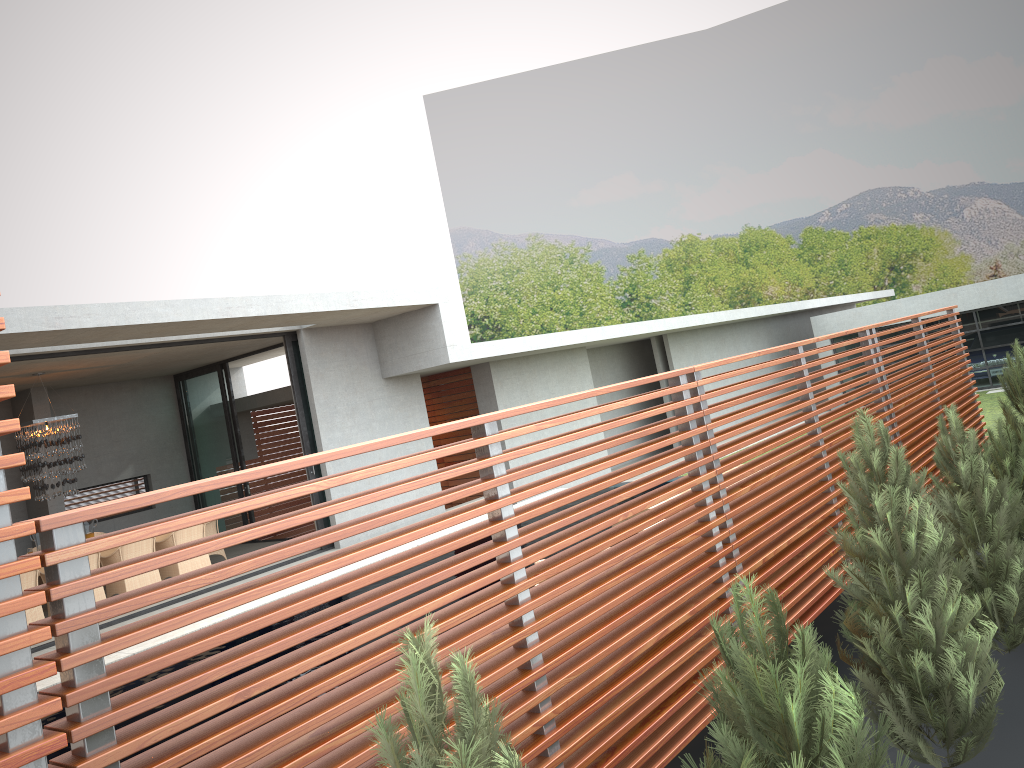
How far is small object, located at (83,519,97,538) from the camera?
26.68m

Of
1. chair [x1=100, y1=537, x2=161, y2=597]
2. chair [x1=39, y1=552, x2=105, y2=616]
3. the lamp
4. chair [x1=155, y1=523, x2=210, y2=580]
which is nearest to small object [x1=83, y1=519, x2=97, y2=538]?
the lamp

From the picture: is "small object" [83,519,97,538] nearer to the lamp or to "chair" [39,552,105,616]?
the lamp

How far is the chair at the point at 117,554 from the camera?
11.3m

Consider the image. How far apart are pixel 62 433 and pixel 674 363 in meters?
13.7 m

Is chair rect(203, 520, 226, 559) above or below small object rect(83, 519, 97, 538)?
above

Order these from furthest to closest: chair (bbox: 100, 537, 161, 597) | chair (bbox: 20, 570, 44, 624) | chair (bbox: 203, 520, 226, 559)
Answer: chair (bbox: 203, 520, 226, 559)
chair (bbox: 100, 537, 161, 597)
chair (bbox: 20, 570, 44, 624)

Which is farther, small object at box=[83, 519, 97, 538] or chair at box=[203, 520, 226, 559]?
small object at box=[83, 519, 97, 538]

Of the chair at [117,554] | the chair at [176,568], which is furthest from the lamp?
the chair at [176,568]

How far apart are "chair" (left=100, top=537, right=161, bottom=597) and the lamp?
1.4m
